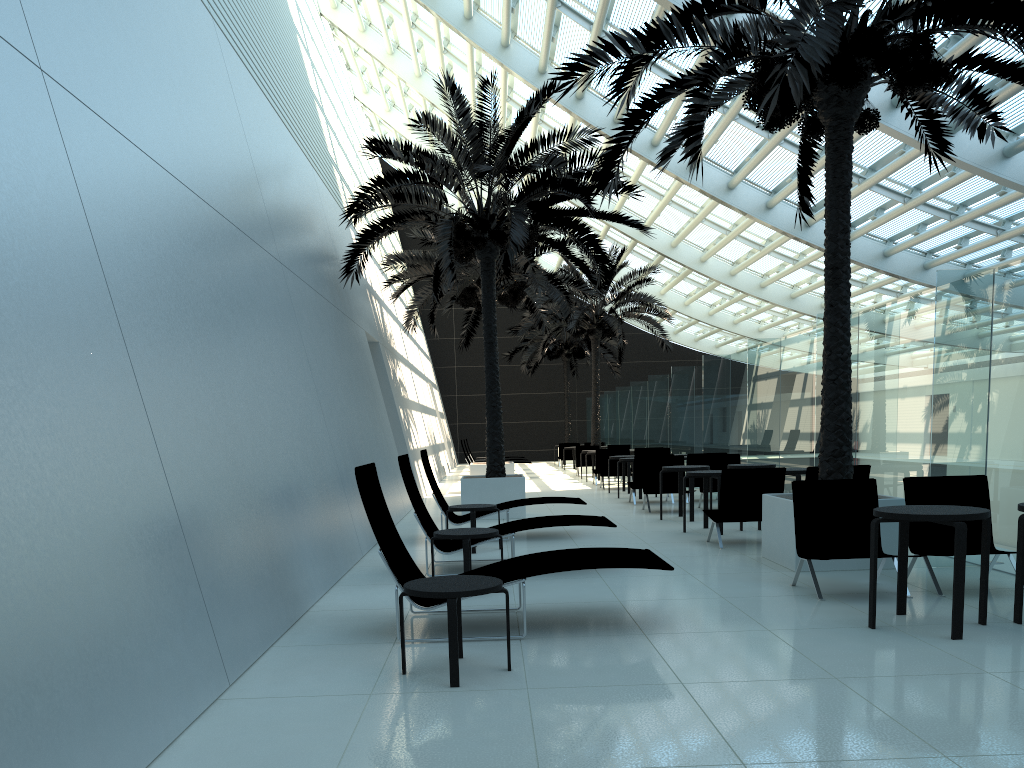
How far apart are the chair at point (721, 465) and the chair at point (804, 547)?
7.23m

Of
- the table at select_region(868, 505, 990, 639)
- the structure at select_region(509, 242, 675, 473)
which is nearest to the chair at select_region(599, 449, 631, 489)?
the structure at select_region(509, 242, 675, 473)

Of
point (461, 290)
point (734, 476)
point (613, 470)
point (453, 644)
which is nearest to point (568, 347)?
point (613, 470)

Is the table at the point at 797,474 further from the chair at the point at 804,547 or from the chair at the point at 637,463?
the chair at the point at 637,463

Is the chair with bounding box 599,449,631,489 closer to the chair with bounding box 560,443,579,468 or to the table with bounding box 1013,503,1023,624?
the chair with bounding box 560,443,579,468

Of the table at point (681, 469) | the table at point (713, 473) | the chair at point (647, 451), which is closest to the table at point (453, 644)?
the table at point (713, 473)

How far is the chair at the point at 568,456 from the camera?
31.3 meters

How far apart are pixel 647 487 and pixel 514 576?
9.0 meters

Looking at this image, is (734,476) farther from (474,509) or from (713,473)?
(474,509)

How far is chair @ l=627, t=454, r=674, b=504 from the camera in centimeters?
1534cm
